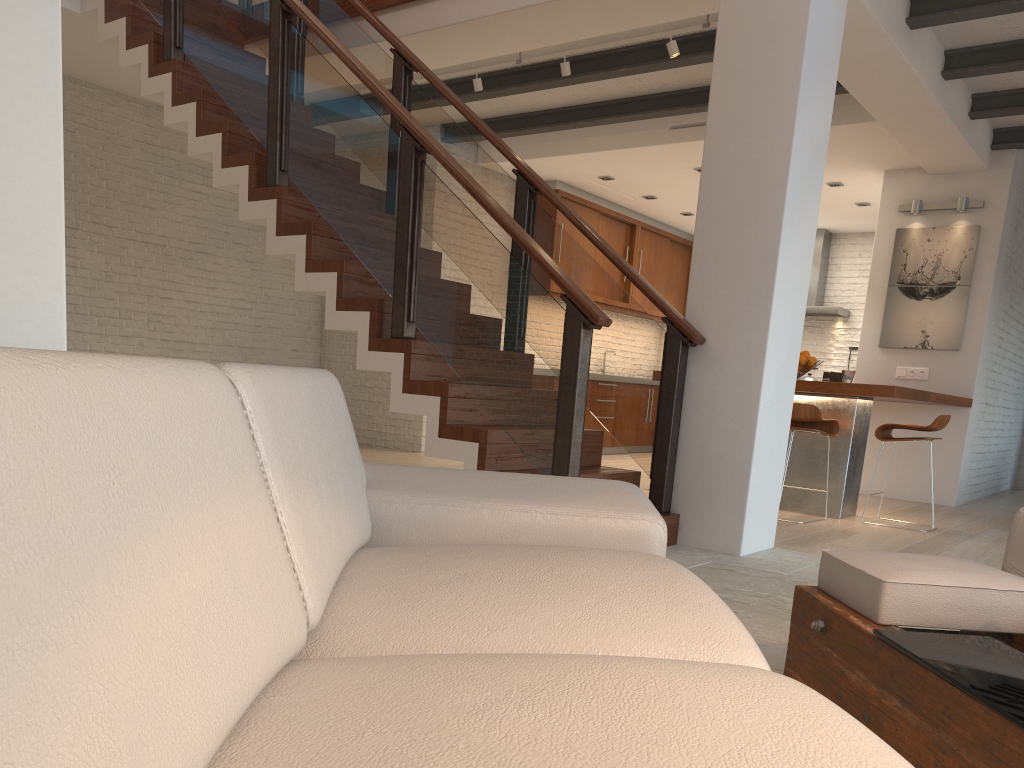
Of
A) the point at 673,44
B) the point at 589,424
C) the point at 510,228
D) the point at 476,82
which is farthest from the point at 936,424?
the point at 589,424

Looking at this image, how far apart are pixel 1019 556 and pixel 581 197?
7.8 meters

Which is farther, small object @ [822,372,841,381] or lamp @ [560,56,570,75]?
small object @ [822,372,841,381]

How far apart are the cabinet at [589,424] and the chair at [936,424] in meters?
4.2

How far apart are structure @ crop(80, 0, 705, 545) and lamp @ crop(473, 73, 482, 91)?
0.9 meters

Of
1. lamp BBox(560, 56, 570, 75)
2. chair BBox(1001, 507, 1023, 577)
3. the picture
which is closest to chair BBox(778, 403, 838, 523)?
the picture

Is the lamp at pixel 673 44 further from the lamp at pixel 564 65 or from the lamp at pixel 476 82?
the lamp at pixel 476 82

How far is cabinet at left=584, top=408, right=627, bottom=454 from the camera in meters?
9.9 m

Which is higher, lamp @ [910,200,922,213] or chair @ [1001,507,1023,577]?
lamp @ [910,200,922,213]

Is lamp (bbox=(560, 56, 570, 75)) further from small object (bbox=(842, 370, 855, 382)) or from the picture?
the picture
